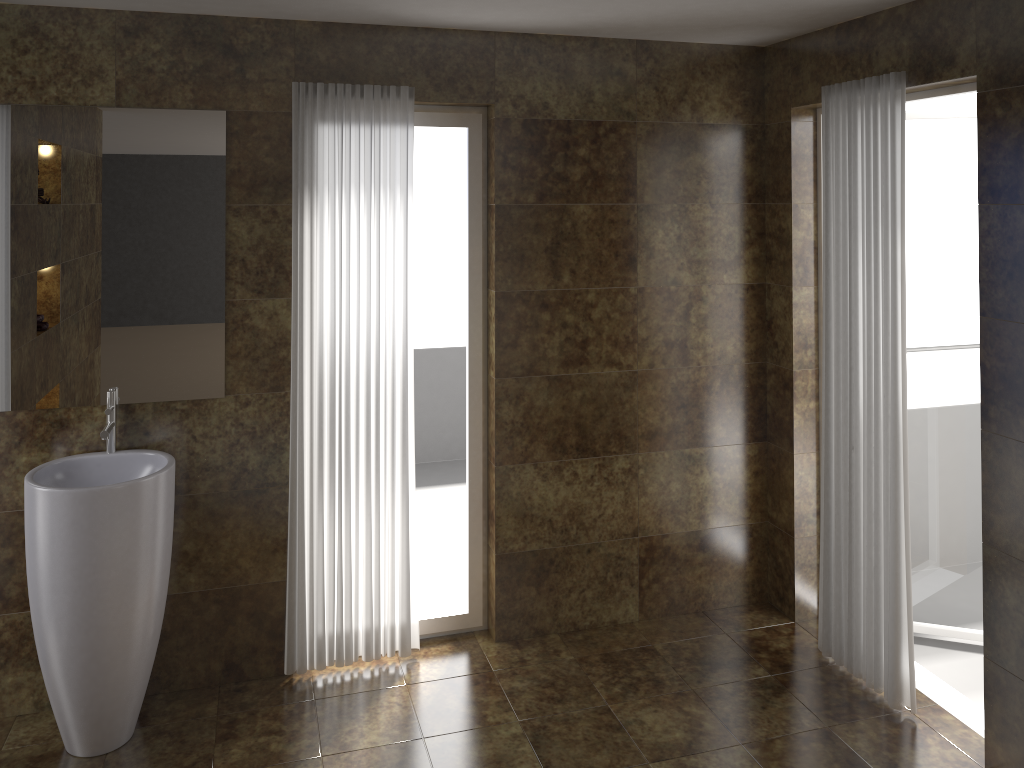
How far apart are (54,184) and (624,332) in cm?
226

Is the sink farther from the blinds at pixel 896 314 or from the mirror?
the blinds at pixel 896 314

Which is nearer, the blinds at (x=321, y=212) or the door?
the blinds at (x=321, y=212)

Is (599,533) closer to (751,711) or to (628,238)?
(751,711)

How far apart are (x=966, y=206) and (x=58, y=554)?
3.64m

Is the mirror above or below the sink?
above

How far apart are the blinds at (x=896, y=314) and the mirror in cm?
226

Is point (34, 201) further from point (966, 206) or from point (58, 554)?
point (966, 206)

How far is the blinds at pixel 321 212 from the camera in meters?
3.3

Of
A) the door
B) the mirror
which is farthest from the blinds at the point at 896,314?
the mirror
